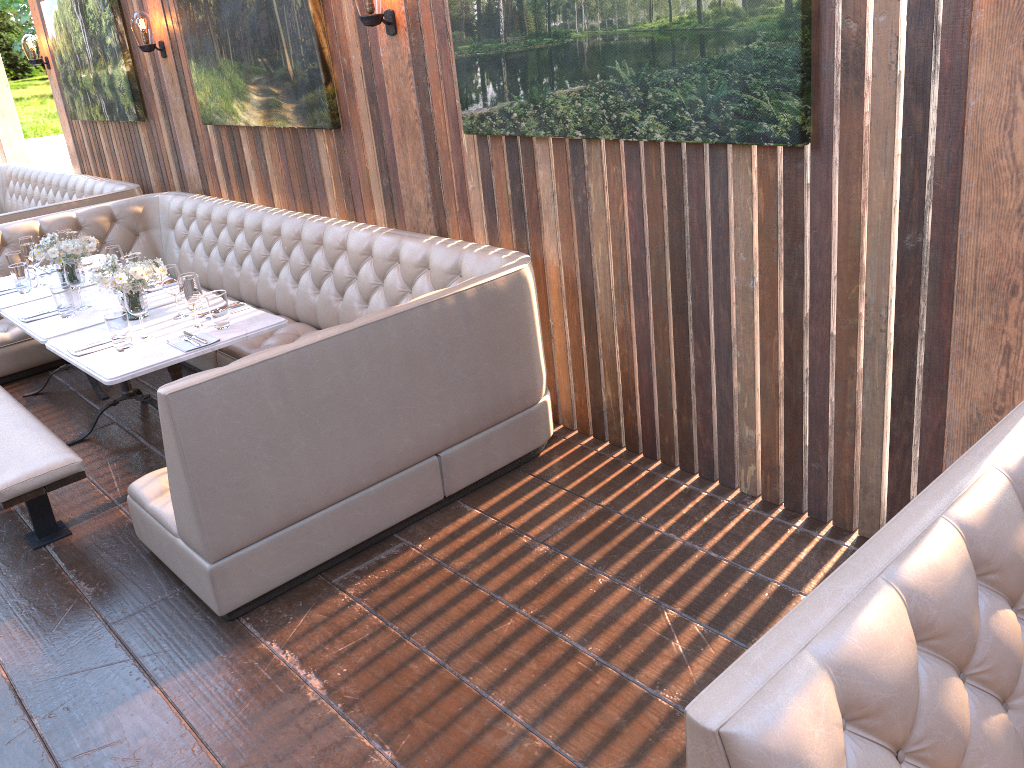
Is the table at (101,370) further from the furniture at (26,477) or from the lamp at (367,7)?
the lamp at (367,7)

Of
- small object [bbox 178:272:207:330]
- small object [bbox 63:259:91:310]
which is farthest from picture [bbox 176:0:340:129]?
small object [bbox 63:259:91:310]

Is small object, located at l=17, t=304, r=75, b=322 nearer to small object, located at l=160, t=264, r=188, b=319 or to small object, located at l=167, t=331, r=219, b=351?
small object, located at l=160, t=264, r=188, b=319

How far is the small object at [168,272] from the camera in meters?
3.9 m

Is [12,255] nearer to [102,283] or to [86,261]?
[86,261]

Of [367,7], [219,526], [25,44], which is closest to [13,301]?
[367,7]

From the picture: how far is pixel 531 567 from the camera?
3.1 meters

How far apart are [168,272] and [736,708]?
3.4 meters

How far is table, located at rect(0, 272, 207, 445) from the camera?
4.1m

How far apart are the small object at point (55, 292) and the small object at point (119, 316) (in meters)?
0.70
